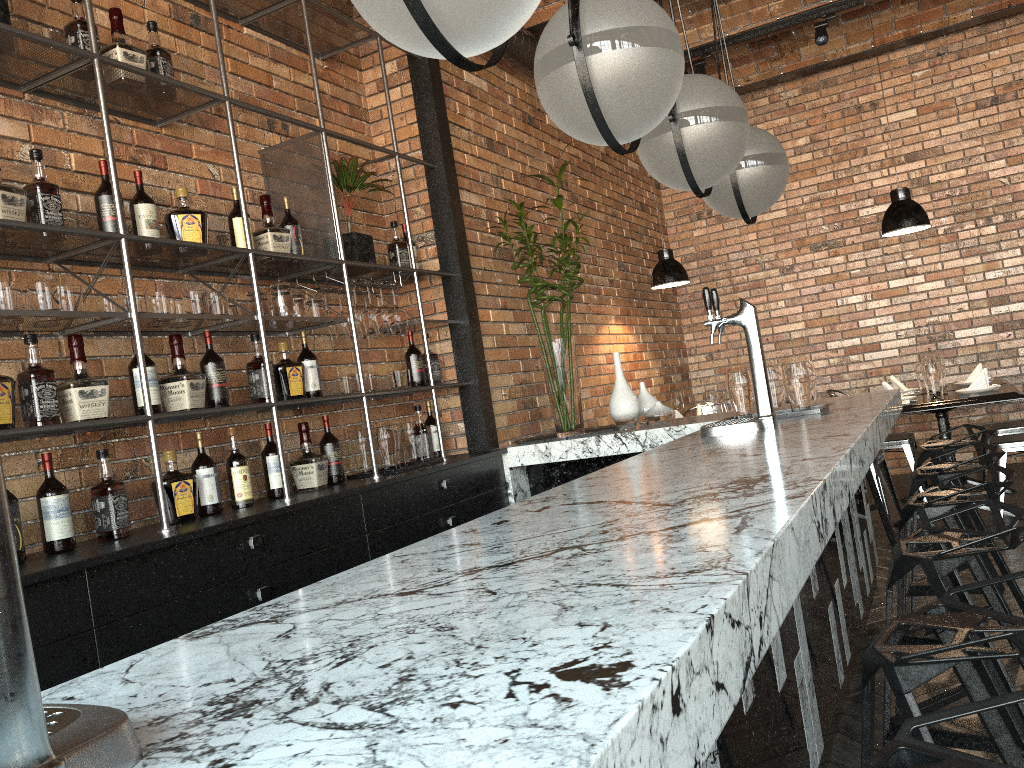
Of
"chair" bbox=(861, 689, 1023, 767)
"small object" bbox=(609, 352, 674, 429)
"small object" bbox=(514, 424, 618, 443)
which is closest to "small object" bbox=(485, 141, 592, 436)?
"small object" bbox=(514, 424, 618, 443)

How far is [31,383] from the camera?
2.6m

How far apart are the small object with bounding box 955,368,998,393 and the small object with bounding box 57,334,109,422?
4.64m

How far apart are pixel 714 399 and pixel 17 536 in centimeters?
479cm

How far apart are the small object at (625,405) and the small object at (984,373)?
2.01m

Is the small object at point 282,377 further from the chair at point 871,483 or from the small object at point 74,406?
the chair at point 871,483

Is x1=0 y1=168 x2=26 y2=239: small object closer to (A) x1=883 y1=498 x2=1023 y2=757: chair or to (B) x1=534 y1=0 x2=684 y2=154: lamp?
(B) x1=534 y1=0 x2=684 y2=154: lamp

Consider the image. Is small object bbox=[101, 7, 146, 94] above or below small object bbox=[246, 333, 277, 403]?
above

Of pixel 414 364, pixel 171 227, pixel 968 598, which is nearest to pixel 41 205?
pixel 171 227

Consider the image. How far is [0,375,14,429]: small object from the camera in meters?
2.5
